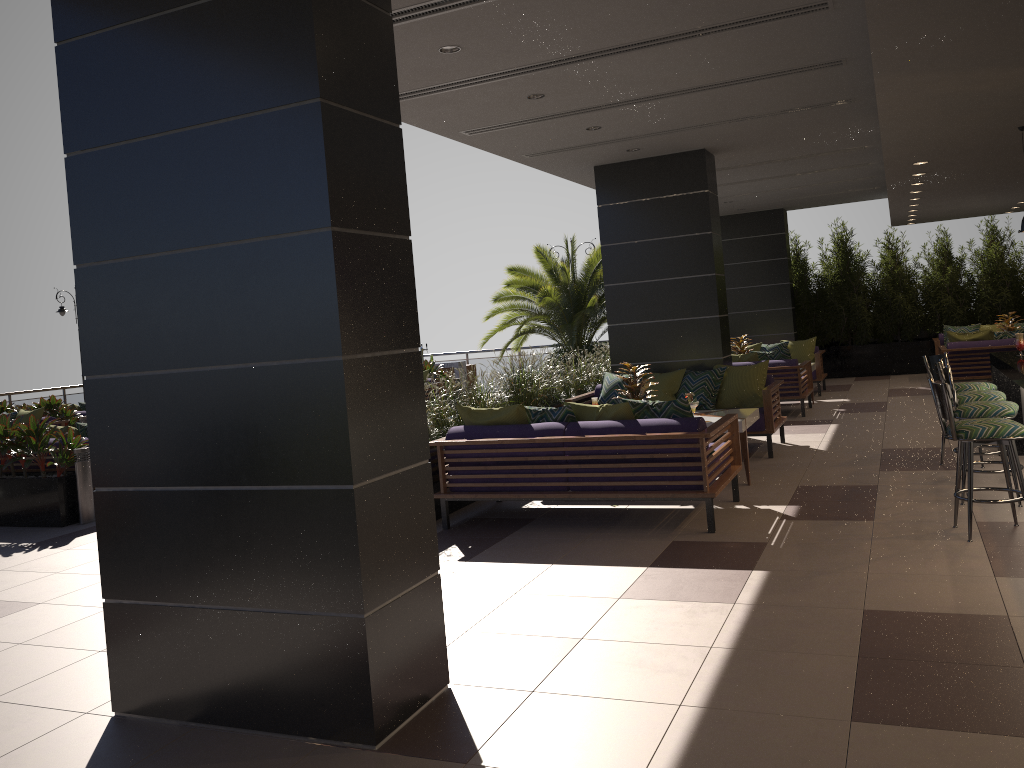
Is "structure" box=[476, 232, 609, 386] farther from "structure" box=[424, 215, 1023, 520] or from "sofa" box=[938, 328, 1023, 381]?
"sofa" box=[938, 328, 1023, 381]

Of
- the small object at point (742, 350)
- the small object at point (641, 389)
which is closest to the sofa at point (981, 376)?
the small object at point (742, 350)

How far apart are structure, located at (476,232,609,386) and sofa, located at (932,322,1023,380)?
5.6m

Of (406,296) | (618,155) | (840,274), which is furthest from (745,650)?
(840,274)

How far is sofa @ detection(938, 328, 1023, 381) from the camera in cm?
1209

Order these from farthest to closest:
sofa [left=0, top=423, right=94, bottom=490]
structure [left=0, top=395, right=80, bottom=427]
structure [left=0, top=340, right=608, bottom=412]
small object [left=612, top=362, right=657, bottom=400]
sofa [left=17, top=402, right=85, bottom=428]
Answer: structure [left=0, top=340, right=608, bottom=412] → sofa [left=17, top=402, right=85, bottom=428] → structure [left=0, top=395, right=80, bottom=427] → sofa [left=0, top=423, right=94, bottom=490] → small object [left=612, top=362, right=657, bottom=400]

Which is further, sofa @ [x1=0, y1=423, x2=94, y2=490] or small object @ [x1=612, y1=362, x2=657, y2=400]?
sofa @ [x1=0, y1=423, x2=94, y2=490]

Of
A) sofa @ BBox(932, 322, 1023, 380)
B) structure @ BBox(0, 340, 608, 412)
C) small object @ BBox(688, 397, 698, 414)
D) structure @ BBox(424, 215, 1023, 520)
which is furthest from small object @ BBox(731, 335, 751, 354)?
structure @ BBox(0, 340, 608, 412)

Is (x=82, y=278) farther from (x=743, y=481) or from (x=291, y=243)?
(x=743, y=481)

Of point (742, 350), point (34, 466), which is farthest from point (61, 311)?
point (742, 350)
